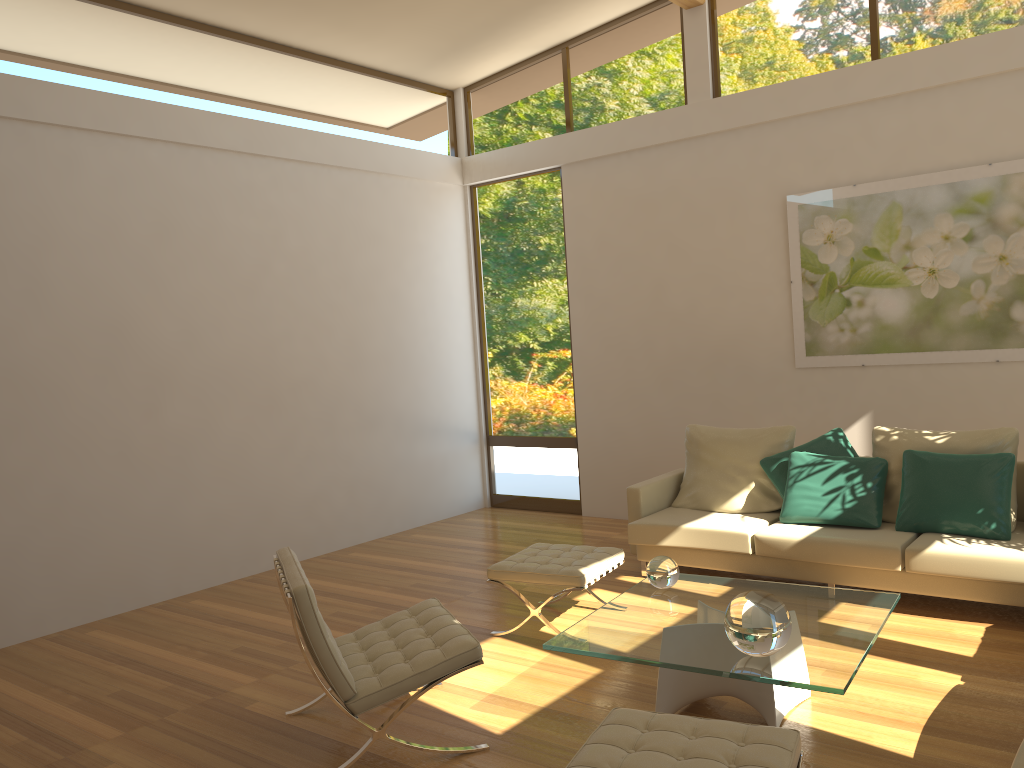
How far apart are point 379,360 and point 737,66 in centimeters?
374cm

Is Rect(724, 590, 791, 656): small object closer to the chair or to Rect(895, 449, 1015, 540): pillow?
the chair

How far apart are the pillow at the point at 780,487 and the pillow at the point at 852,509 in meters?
0.1

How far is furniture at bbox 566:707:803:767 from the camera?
2.5 meters

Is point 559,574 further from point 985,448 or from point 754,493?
point 985,448

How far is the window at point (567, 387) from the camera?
8.1m

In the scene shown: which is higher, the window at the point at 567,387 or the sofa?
the window at the point at 567,387

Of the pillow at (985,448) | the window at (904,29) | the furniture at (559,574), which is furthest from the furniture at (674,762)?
the window at (904,29)

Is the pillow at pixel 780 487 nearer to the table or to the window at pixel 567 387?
the table

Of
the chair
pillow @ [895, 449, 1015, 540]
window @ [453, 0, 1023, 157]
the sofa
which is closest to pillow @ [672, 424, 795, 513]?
the sofa
